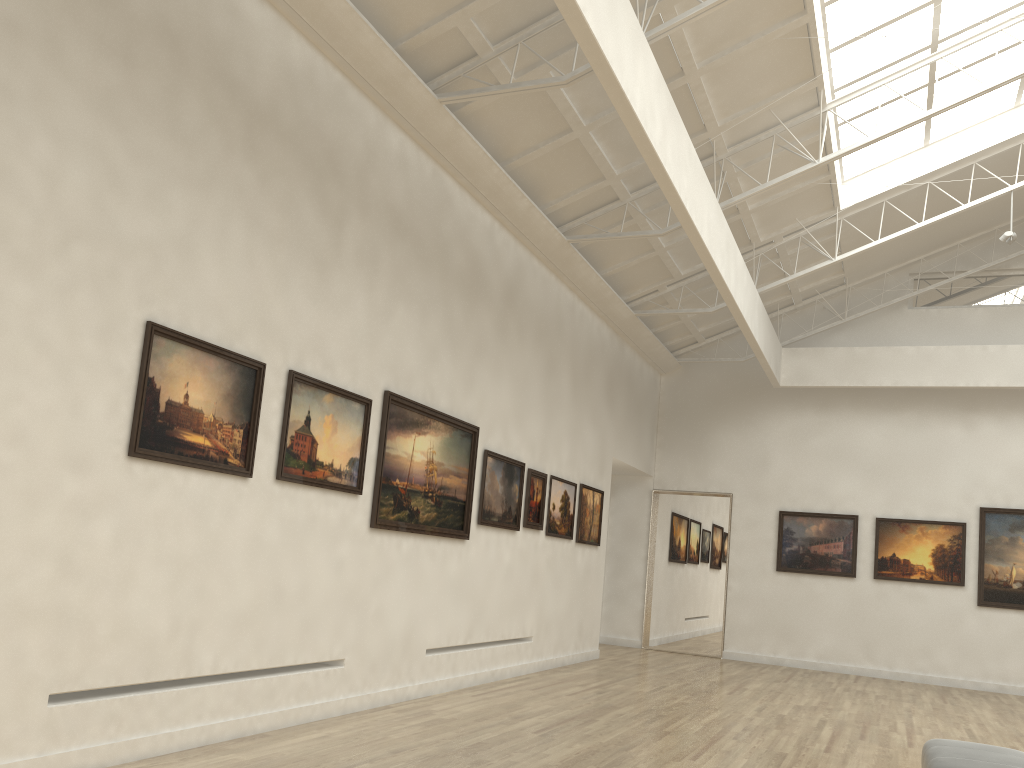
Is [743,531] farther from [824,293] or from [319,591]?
[319,591]

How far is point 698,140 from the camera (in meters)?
18.97
